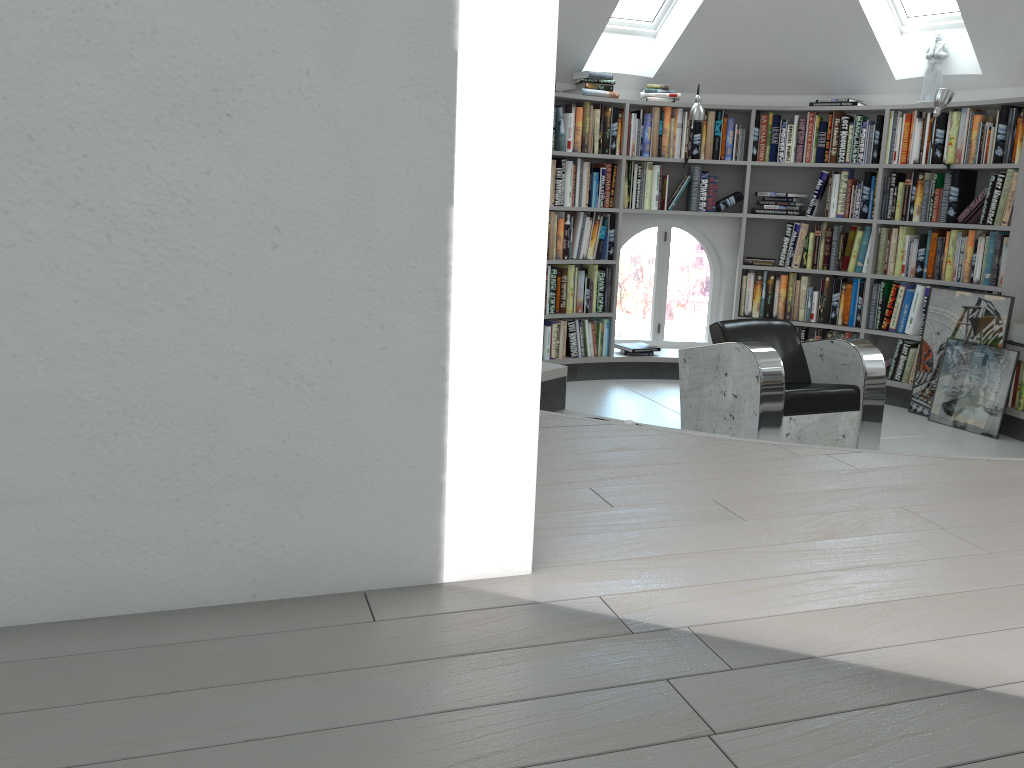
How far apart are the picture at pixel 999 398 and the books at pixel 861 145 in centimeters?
137cm

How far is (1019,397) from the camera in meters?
5.4 m

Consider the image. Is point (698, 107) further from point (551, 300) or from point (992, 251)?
point (992, 251)

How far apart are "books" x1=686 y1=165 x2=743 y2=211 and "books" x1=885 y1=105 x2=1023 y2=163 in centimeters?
102cm

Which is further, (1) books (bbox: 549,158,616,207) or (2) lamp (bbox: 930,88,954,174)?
(1) books (bbox: 549,158,616,207)

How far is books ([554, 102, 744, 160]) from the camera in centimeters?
621cm

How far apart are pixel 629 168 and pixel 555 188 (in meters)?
0.63

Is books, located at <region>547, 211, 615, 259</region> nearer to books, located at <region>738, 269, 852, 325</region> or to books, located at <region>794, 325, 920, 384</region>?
books, located at <region>738, 269, 852, 325</region>

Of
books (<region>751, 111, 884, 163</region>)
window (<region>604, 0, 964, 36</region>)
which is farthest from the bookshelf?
window (<region>604, 0, 964, 36</region>)

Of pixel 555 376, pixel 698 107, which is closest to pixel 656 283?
pixel 698 107
